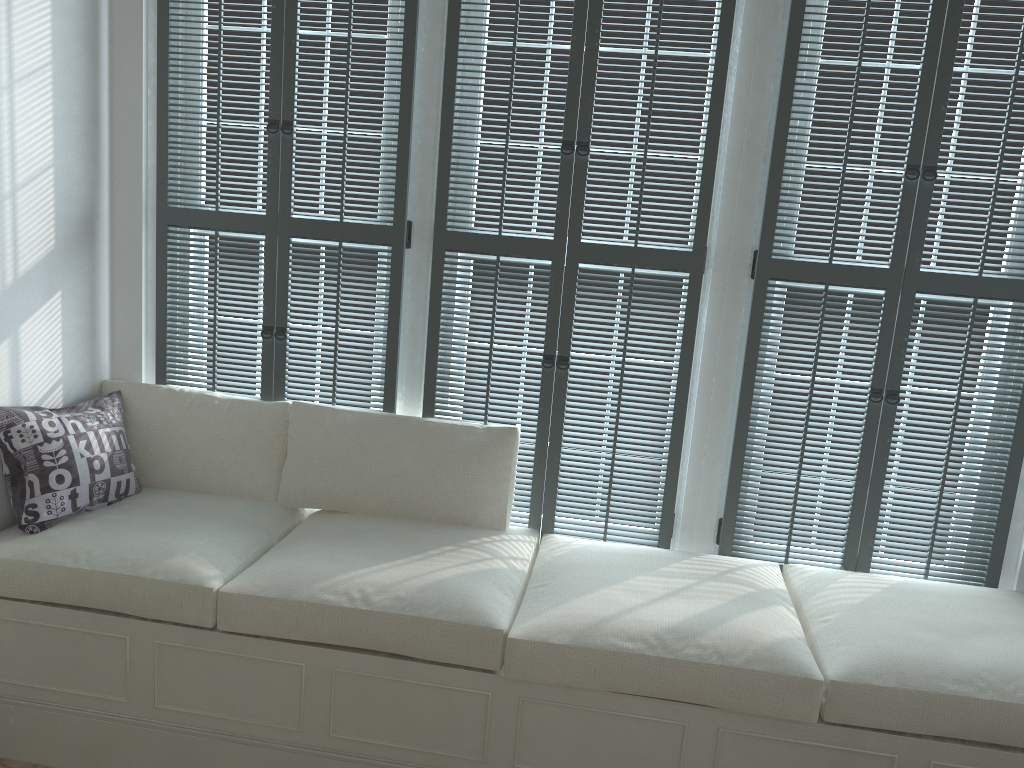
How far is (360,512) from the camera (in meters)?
2.91

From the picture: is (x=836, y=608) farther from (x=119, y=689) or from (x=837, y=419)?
(x=119, y=689)

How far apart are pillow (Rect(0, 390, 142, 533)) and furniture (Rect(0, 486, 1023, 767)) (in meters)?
0.02

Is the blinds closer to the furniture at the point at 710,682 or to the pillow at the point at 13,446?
the furniture at the point at 710,682

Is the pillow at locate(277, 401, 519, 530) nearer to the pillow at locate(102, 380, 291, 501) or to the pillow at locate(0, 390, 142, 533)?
the pillow at locate(102, 380, 291, 501)

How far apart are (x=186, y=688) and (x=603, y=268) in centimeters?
173cm

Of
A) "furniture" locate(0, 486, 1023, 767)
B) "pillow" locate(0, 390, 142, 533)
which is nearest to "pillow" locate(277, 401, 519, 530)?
"furniture" locate(0, 486, 1023, 767)

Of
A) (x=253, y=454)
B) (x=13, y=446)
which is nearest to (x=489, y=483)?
(x=253, y=454)

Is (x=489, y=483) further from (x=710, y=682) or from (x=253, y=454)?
(x=710, y=682)

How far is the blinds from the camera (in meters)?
2.66
